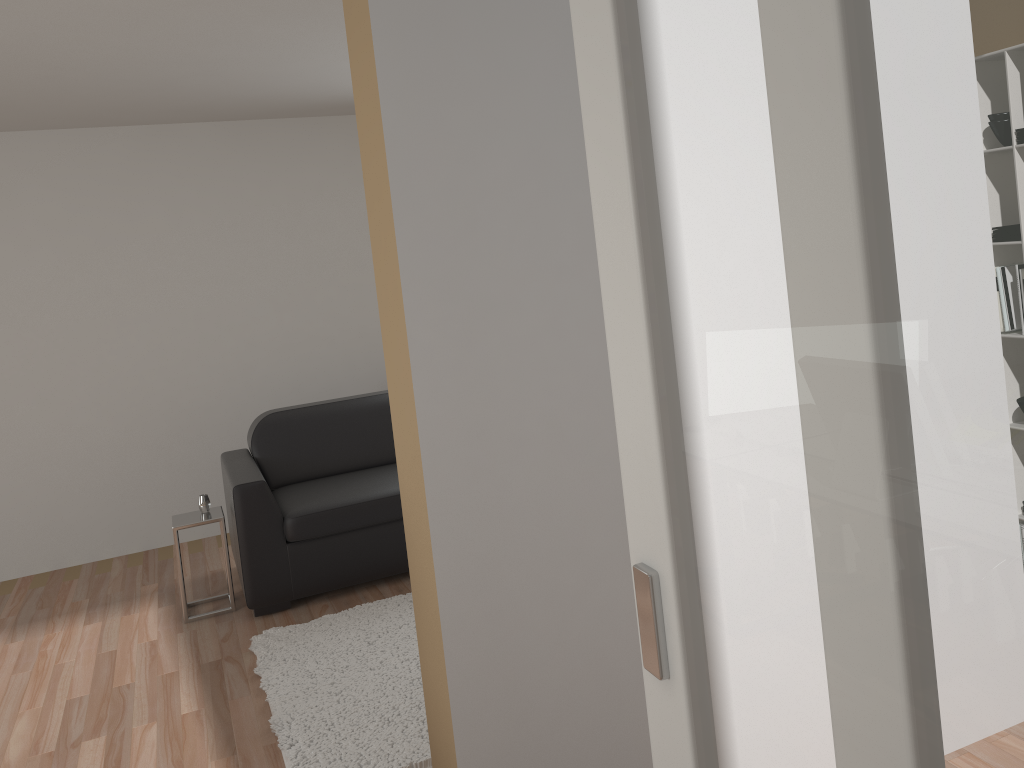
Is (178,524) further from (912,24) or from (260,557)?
(912,24)

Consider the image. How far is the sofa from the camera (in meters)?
4.26

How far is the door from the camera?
0.74m

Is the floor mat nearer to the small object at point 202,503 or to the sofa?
the sofa

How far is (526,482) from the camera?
2.1 meters

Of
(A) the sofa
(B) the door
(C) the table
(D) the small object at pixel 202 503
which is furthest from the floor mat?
(B) the door

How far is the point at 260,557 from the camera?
4.3 meters

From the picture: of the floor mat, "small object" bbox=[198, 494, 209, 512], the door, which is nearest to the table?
"small object" bbox=[198, 494, 209, 512]

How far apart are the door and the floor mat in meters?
1.7

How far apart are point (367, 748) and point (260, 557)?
1.5m
